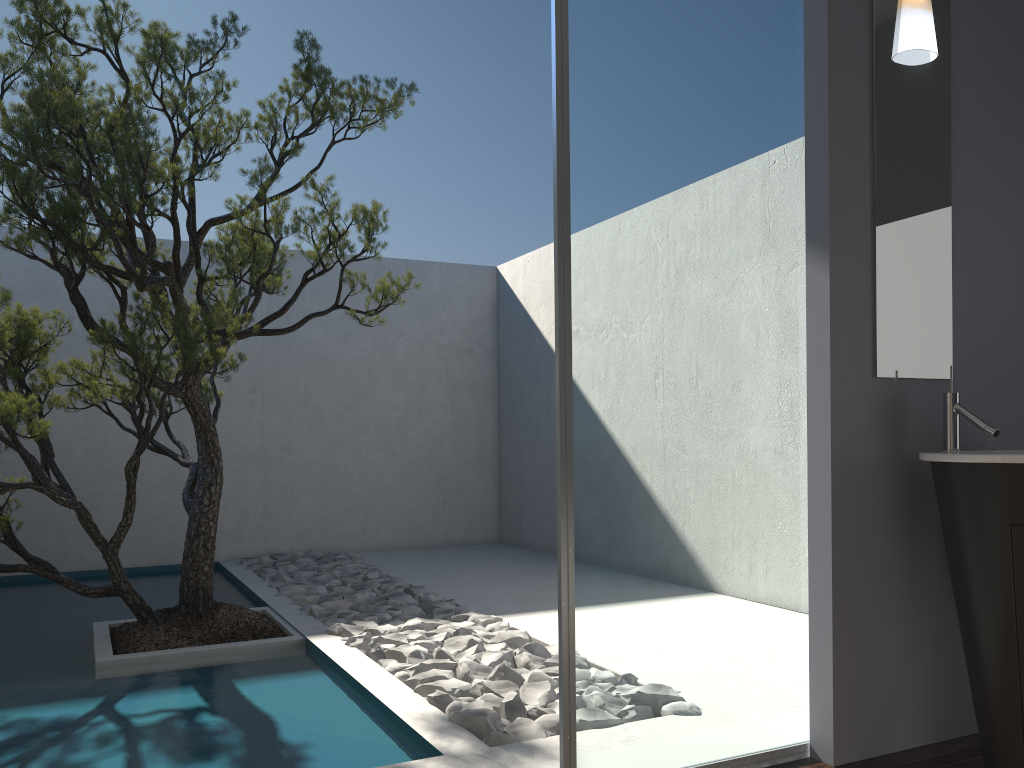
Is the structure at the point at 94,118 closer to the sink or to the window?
the window

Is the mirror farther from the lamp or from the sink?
the sink

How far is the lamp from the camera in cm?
288

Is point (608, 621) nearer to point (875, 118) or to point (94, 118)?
point (875, 118)

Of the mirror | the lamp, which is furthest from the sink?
the lamp

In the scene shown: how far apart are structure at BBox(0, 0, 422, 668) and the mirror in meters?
2.3

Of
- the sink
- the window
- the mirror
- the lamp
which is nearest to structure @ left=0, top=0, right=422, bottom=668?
the window

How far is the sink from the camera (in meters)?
2.35

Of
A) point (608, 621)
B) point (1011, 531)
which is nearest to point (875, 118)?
point (1011, 531)

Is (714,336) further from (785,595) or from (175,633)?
(175,633)
